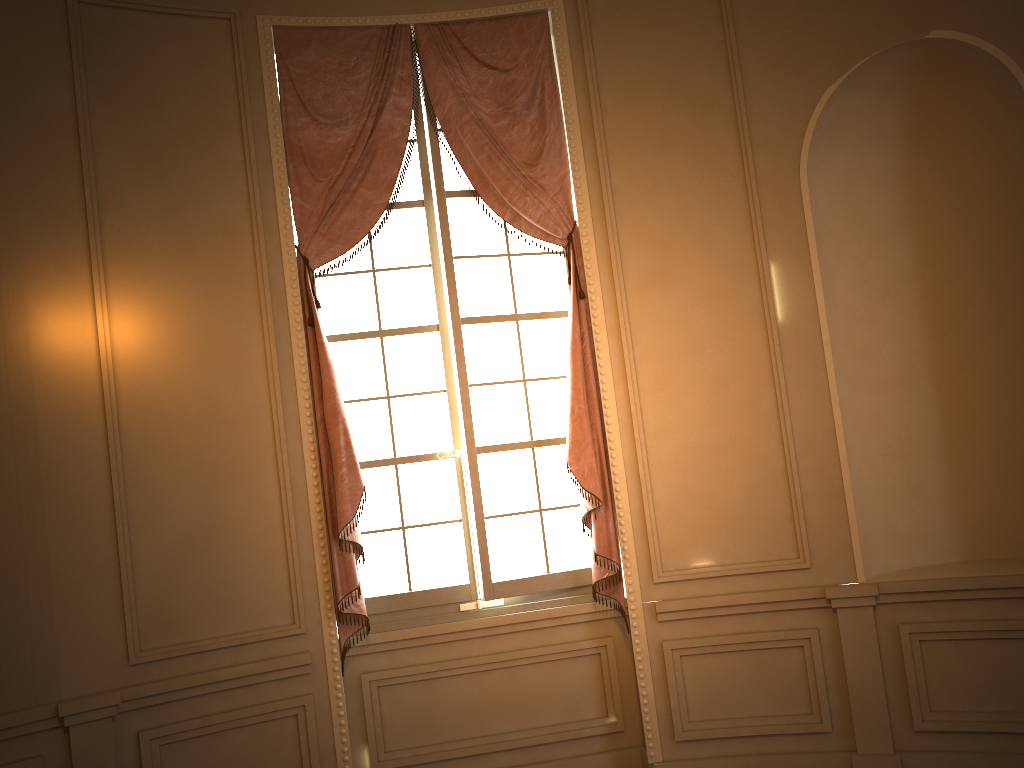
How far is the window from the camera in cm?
420

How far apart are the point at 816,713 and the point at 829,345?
1.61m

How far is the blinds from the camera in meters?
3.9

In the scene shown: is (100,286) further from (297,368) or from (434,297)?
(434,297)

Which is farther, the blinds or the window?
the window

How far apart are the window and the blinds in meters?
0.1 m

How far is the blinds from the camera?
3.92m

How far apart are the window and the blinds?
0.1 meters

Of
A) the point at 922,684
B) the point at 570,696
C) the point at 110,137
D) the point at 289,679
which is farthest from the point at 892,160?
the point at 289,679

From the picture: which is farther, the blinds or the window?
the window
